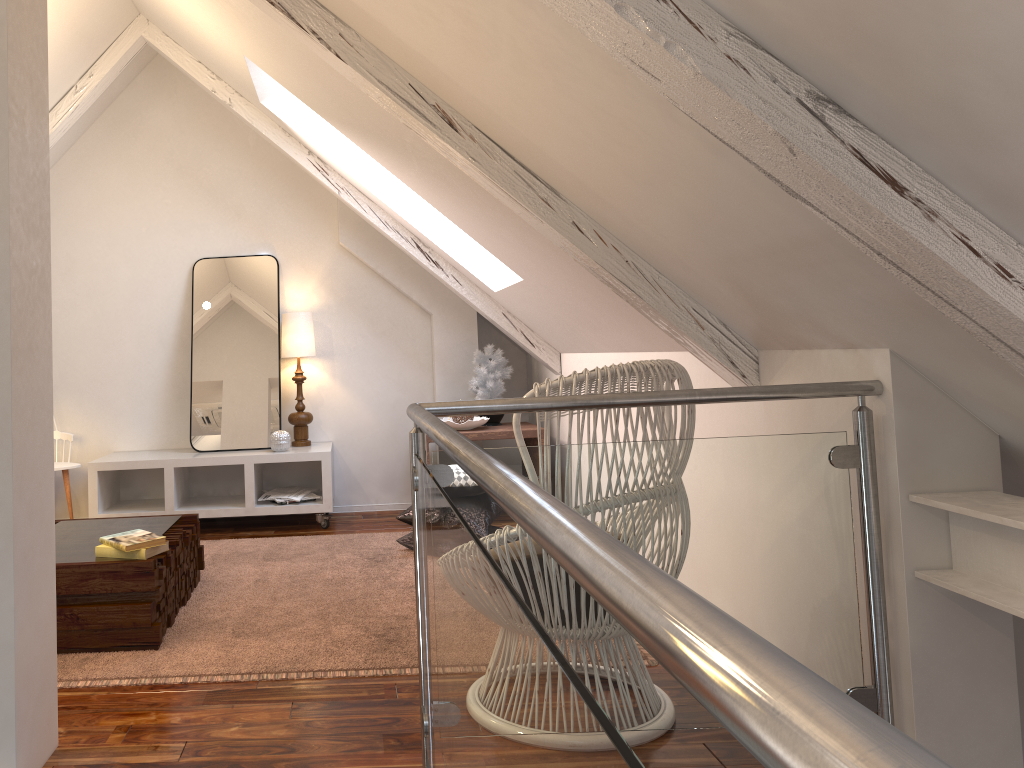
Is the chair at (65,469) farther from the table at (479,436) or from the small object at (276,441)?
the table at (479,436)

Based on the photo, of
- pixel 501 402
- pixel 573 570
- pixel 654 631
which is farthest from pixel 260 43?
pixel 654 631

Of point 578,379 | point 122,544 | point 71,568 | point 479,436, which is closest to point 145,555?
point 122,544

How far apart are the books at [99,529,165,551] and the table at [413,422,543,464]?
1.8 meters

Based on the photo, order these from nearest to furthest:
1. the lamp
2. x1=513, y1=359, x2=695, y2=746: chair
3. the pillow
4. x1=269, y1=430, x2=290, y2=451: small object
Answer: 1. x1=513, y1=359, x2=695, y2=746: chair
2. the pillow
3. x1=269, y1=430, x2=290, y2=451: small object
4. the lamp

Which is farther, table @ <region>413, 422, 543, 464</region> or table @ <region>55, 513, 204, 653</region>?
table @ <region>413, 422, 543, 464</region>

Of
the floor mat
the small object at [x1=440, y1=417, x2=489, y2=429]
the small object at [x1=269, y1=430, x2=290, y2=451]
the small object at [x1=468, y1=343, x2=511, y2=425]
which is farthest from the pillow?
the small object at [x1=468, y1=343, x2=511, y2=425]

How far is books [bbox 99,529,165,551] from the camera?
2.40m

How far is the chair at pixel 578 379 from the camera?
1.8 meters

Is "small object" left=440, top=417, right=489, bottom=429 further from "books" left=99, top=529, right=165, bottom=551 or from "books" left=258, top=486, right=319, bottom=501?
"books" left=99, top=529, right=165, bottom=551
